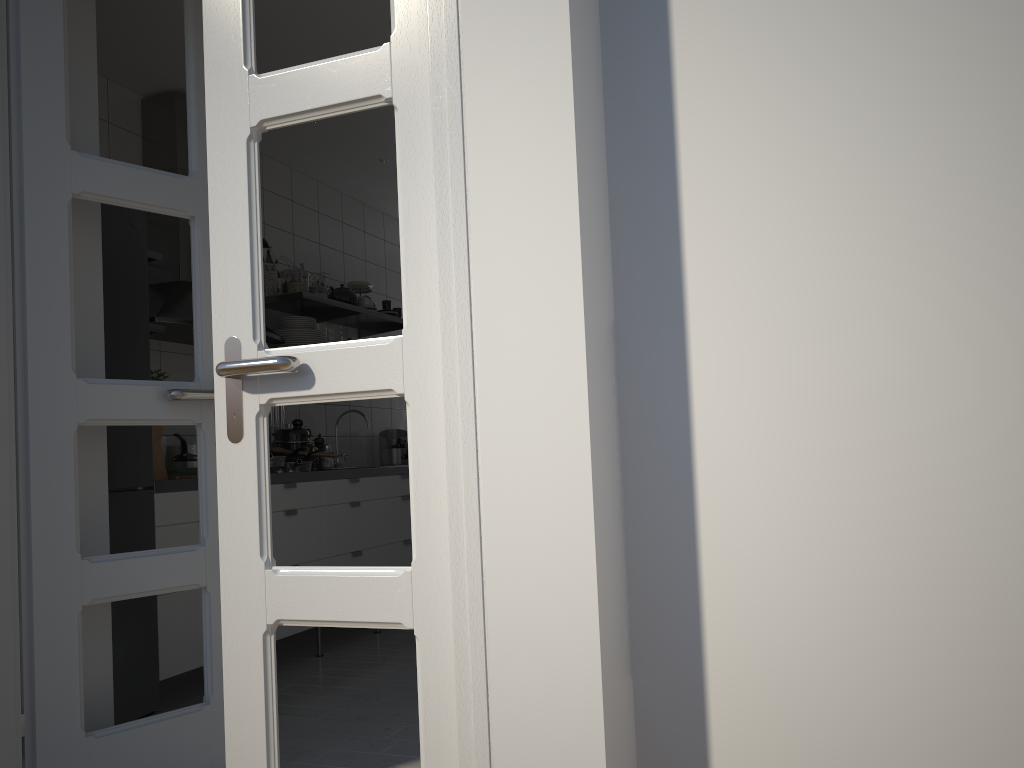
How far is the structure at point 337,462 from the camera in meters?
5.2

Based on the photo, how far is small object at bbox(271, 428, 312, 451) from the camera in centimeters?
433cm

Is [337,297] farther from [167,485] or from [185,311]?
[167,485]

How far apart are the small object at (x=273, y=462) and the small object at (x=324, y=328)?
1.1m

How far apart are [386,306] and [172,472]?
2.18m

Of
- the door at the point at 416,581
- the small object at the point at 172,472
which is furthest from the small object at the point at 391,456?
the door at the point at 416,581

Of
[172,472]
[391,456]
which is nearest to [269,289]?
[172,472]

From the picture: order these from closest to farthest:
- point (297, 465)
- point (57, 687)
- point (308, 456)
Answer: point (57, 687) < point (297, 465) < point (308, 456)

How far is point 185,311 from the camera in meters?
3.7 m

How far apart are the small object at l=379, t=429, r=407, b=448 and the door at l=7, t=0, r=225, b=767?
3.0 meters
